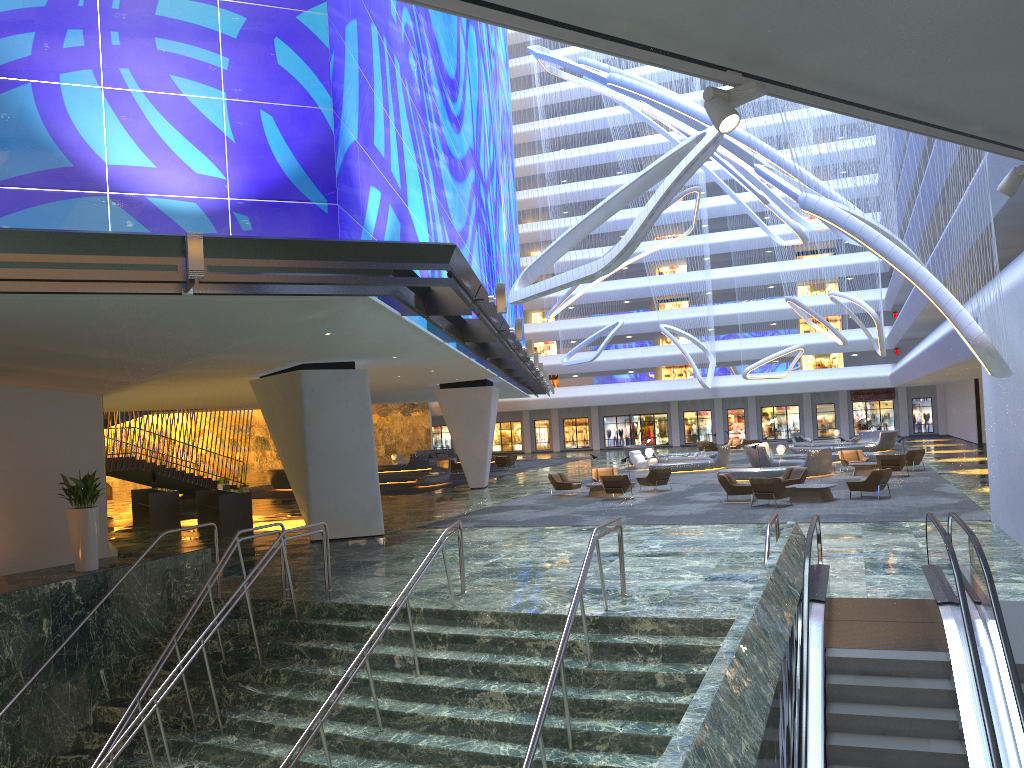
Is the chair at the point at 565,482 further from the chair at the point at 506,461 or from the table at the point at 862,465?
the chair at the point at 506,461

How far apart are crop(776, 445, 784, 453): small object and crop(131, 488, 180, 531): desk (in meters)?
22.86

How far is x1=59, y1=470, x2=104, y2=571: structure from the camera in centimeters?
1771cm

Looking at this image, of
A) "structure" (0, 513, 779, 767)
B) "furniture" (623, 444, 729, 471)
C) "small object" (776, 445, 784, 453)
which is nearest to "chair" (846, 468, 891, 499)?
"structure" (0, 513, 779, 767)

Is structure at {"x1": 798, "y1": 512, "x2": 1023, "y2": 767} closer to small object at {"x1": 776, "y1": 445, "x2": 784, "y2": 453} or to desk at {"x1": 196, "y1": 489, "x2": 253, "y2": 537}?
desk at {"x1": 196, "y1": 489, "x2": 253, "y2": 537}

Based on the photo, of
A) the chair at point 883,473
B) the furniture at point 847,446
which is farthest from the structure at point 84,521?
the furniture at point 847,446

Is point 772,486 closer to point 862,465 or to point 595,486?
point 595,486

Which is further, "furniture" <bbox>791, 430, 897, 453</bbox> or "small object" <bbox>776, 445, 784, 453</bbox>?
"furniture" <bbox>791, 430, 897, 453</bbox>

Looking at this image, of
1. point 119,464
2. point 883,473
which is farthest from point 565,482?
point 119,464

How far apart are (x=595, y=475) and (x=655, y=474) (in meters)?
2.62
